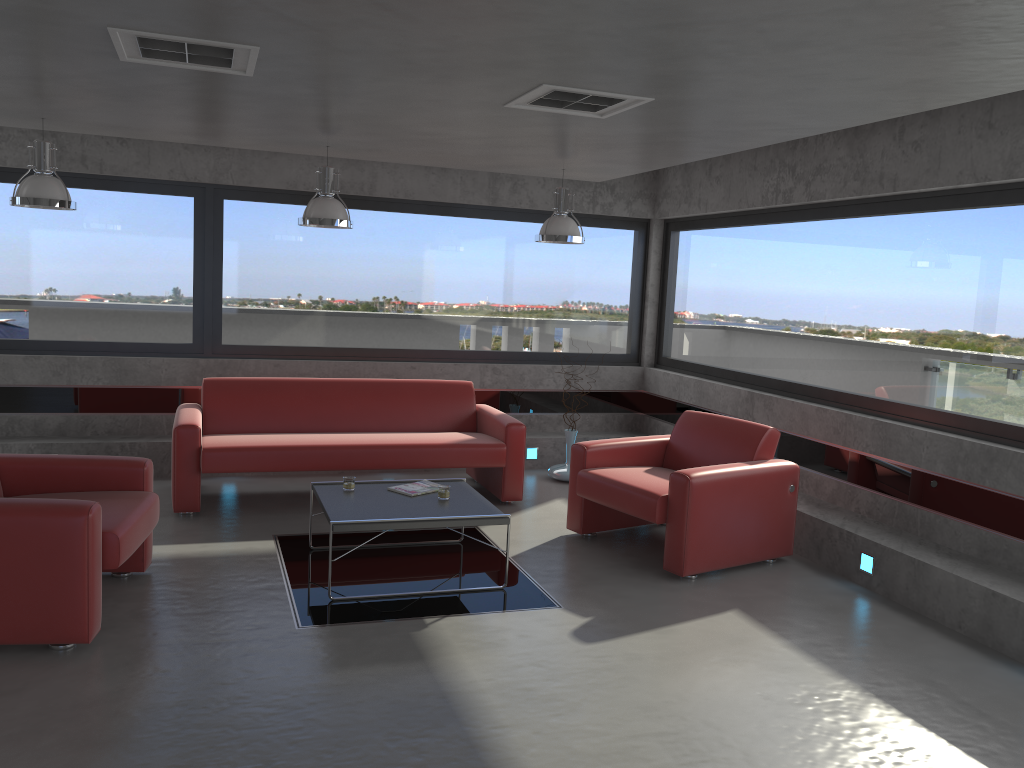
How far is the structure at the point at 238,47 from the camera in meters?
3.6

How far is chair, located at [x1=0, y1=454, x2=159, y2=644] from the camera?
3.9 meters

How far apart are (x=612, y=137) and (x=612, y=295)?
3.8 meters

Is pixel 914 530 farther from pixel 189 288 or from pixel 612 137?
pixel 189 288

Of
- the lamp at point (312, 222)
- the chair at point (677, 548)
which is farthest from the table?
the lamp at point (312, 222)

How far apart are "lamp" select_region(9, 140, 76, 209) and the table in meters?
2.4

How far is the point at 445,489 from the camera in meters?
5.4

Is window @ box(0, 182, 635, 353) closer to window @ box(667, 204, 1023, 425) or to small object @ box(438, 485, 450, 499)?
window @ box(667, 204, 1023, 425)

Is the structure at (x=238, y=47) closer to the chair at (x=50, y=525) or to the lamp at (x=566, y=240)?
the chair at (x=50, y=525)

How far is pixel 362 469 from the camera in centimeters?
650cm
